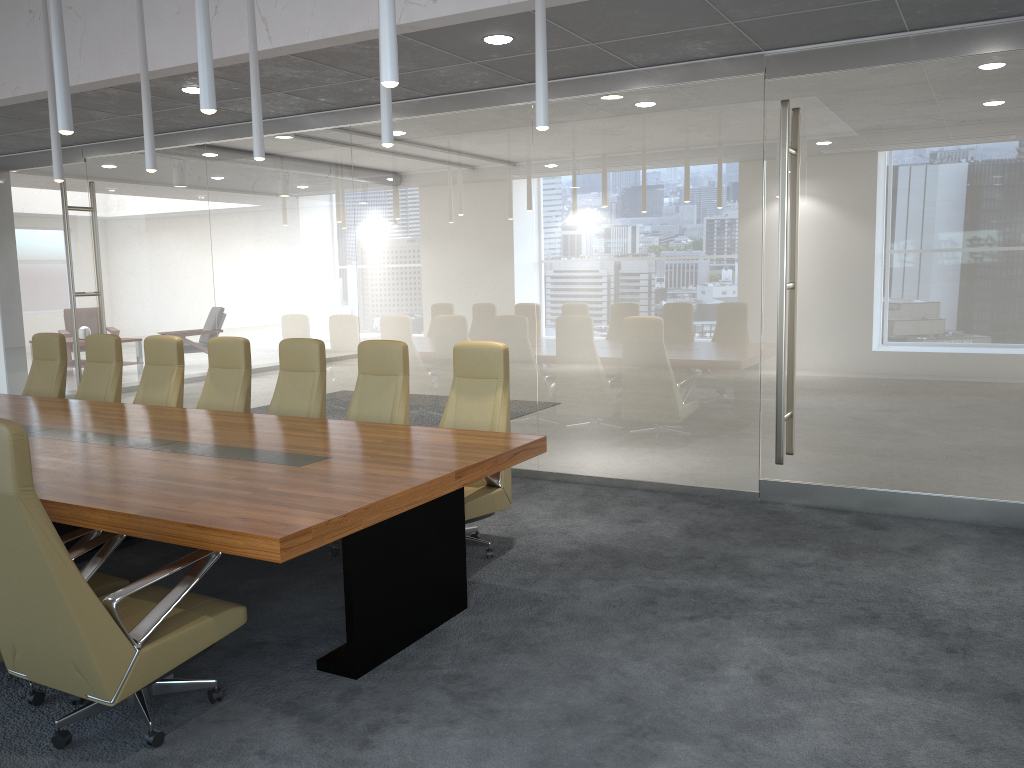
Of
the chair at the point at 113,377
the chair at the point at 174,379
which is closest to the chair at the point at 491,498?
the chair at the point at 174,379

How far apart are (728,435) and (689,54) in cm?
300

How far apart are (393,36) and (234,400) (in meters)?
4.51

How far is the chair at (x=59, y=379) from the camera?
8.43m

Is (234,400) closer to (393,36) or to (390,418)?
(390,418)

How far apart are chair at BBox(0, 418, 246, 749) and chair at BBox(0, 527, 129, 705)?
0.1m

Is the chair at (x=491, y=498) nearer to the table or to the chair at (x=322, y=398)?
the table

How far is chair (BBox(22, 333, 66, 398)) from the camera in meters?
8.4

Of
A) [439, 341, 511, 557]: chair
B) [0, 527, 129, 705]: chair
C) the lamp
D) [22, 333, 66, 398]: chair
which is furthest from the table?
the lamp

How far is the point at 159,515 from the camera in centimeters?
377cm
